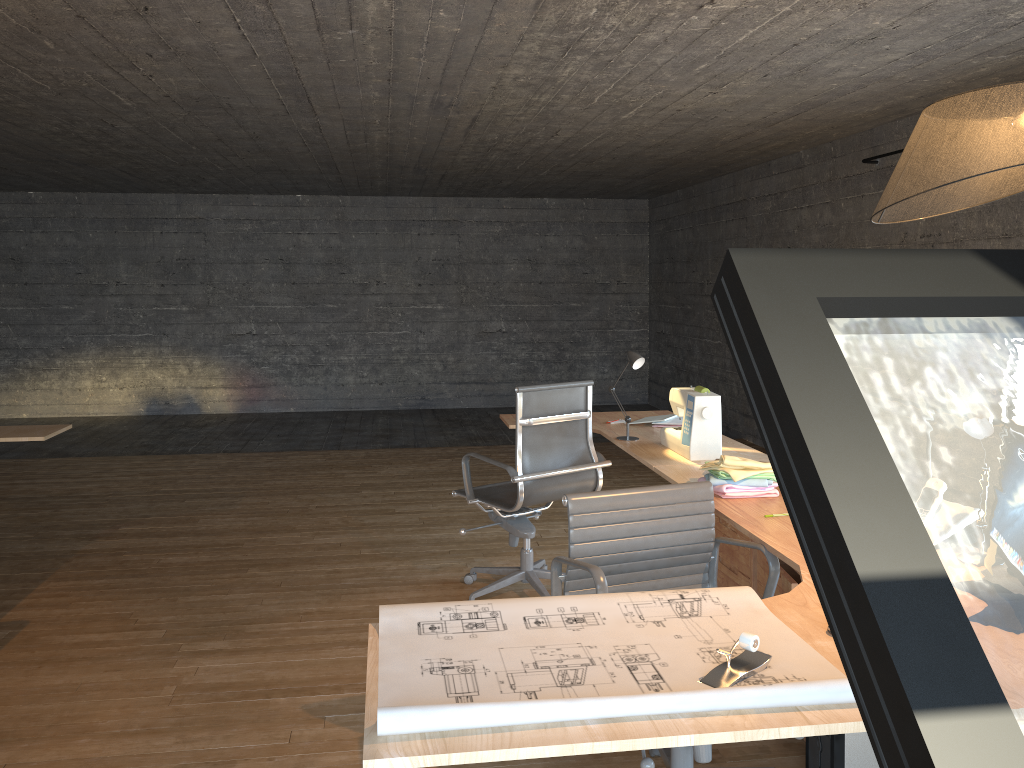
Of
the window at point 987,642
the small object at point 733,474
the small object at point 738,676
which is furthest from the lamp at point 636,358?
A: the window at point 987,642

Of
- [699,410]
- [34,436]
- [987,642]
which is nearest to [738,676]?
[699,410]

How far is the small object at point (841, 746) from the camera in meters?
2.5 m

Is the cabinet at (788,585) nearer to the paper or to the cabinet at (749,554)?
the cabinet at (749,554)

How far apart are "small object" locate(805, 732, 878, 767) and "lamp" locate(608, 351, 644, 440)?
1.7 meters

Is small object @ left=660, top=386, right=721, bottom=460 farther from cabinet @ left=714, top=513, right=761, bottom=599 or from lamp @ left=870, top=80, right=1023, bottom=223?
lamp @ left=870, top=80, right=1023, bottom=223

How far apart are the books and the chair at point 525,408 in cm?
47

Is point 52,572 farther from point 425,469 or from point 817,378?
point 817,378

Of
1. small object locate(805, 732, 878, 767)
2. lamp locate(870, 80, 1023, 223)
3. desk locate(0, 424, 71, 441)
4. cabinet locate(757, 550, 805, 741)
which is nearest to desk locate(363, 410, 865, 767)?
cabinet locate(757, 550, 805, 741)

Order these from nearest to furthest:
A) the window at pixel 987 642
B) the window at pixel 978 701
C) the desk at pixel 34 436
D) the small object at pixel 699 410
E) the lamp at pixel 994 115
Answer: the window at pixel 978 701 → the lamp at pixel 994 115 → the small object at pixel 699 410 → the desk at pixel 34 436 → the window at pixel 987 642
